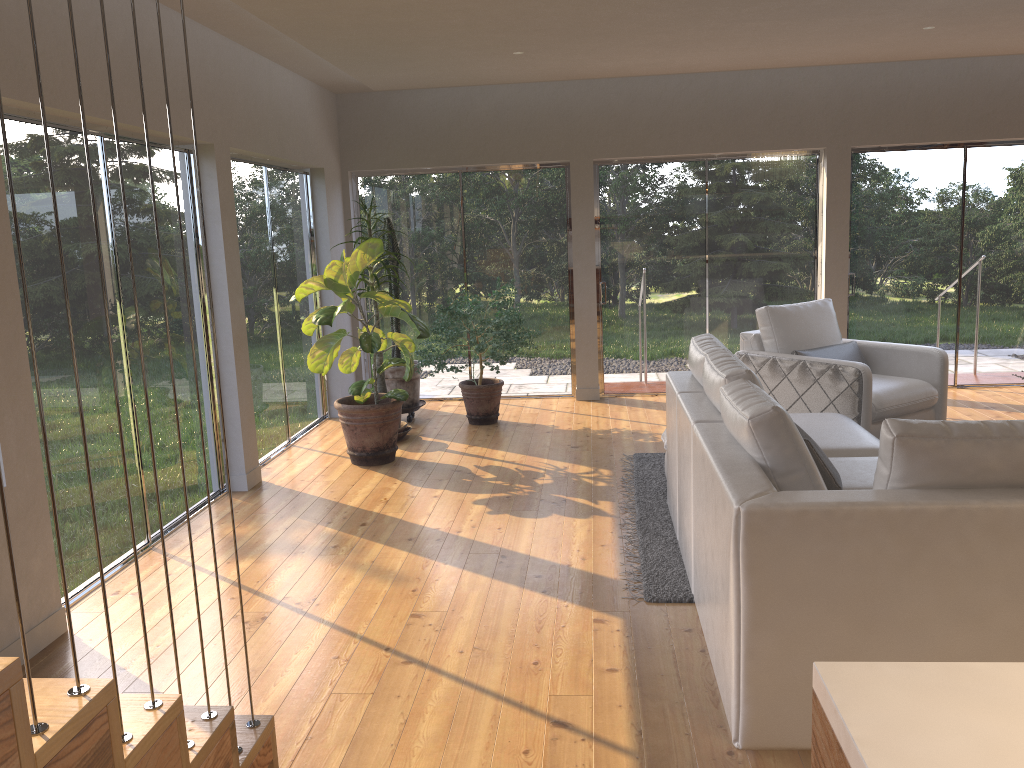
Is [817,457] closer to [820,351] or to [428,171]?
[820,351]

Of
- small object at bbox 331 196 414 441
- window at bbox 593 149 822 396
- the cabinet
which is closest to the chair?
window at bbox 593 149 822 396

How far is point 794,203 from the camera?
7.8 meters

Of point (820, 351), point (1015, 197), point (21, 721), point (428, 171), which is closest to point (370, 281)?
point (428, 171)

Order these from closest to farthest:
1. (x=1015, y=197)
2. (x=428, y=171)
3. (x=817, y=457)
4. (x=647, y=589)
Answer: (x=817, y=457)
(x=647, y=589)
(x=1015, y=197)
(x=428, y=171)

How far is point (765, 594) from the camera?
2.54m

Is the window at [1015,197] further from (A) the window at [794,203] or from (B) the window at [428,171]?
(B) the window at [428,171]

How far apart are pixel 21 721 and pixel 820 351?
5.6m

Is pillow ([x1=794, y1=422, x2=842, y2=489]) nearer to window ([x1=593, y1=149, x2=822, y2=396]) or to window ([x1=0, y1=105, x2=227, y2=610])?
window ([x1=0, y1=105, x2=227, y2=610])

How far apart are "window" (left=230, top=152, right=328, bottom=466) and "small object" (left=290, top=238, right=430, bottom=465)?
0.33m
